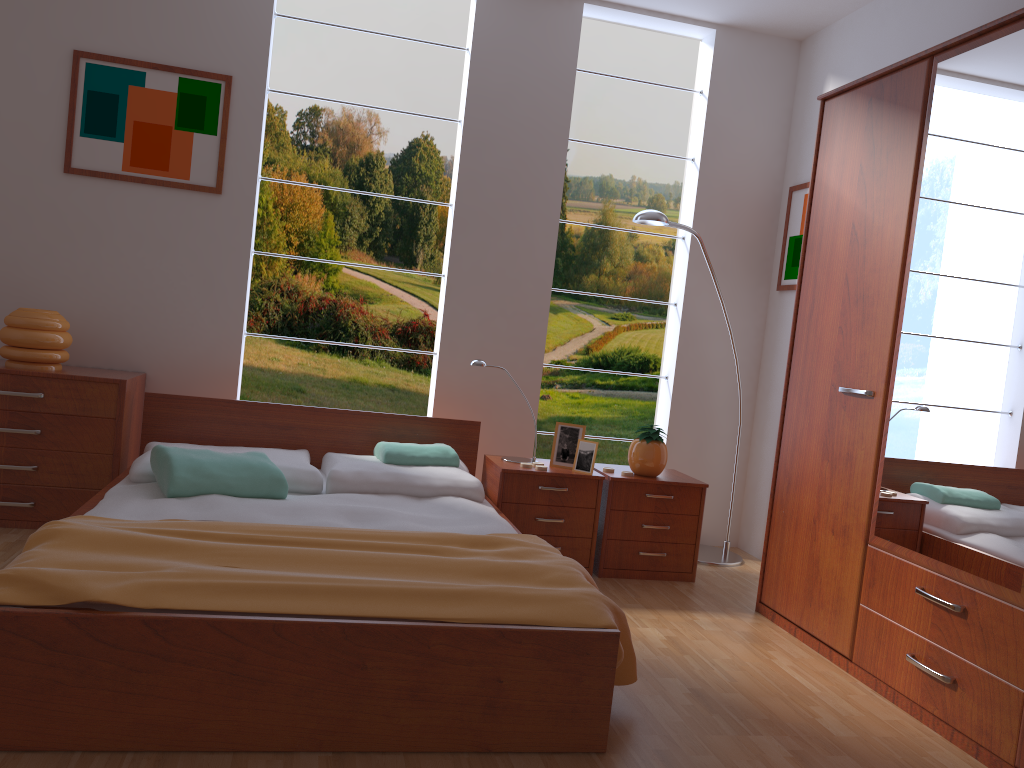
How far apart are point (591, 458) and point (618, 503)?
0.2 meters

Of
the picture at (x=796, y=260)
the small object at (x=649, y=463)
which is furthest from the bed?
the picture at (x=796, y=260)

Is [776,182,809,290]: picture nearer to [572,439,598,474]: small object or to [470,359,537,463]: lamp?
[572,439,598,474]: small object

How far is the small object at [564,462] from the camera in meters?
3.8

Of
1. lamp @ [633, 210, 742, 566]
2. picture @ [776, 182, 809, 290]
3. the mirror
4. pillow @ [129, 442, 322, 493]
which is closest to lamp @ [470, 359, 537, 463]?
pillow @ [129, 442, 322, 493]

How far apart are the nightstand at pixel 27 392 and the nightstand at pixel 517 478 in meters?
1.5 m

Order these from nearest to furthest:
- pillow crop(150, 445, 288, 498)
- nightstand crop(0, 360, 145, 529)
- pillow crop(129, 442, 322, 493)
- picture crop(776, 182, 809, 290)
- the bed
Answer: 1. the bed
2. pillow crop(150, 445, 288, 498)
3. pillow crop(129, 442, 322, 493)
4. nightstand crop(0, 360, 145, 529)
5. picture crop(776, 182, 809, 290)

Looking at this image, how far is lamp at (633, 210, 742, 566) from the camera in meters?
3.9

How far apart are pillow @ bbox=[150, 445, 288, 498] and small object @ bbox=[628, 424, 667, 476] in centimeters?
148cm

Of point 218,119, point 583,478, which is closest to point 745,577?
point 583,478
